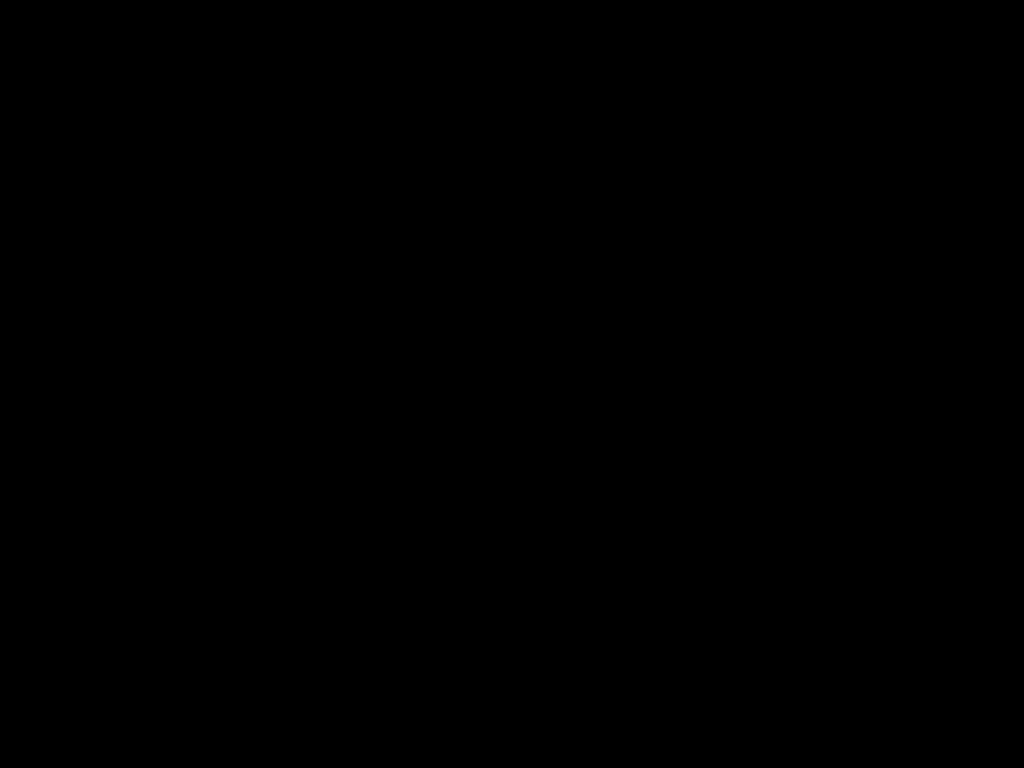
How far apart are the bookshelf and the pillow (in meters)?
0.05

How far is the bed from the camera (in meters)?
0.26

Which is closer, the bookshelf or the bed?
the bed

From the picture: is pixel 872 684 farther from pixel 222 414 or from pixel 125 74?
pixel 222 414

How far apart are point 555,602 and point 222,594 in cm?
61

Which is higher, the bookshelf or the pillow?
the pillow

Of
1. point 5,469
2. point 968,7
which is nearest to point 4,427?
point 5,469

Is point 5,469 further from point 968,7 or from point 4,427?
point 968,7

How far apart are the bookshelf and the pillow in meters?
0.0

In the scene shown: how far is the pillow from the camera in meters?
2.5
